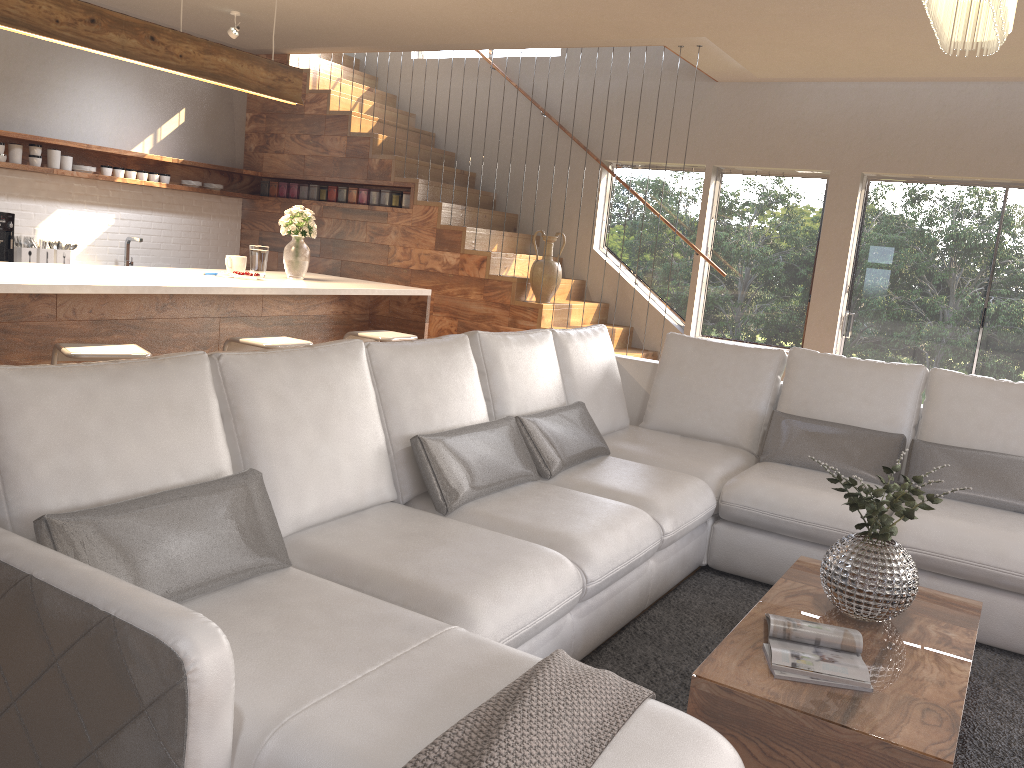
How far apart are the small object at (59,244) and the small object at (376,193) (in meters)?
2.49

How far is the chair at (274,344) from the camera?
4.3m

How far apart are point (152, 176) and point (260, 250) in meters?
2.8

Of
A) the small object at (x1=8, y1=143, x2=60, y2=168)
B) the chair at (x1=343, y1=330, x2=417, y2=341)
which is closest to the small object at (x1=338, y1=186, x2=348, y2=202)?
the small object at (x1=8, y1=143, x2=60, y2=168)

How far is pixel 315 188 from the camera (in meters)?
8.02

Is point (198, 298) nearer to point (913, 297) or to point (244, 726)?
point (244, 726)

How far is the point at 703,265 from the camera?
7.6m

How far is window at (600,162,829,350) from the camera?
7.2m

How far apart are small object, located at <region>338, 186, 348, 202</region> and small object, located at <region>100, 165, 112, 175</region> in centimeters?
188cm

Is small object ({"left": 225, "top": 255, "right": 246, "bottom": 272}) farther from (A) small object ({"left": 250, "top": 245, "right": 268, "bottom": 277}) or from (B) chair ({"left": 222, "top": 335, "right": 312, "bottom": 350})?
(B) chair ({"left": 222, "top": 335, "right": 312, "bottom": 350})
